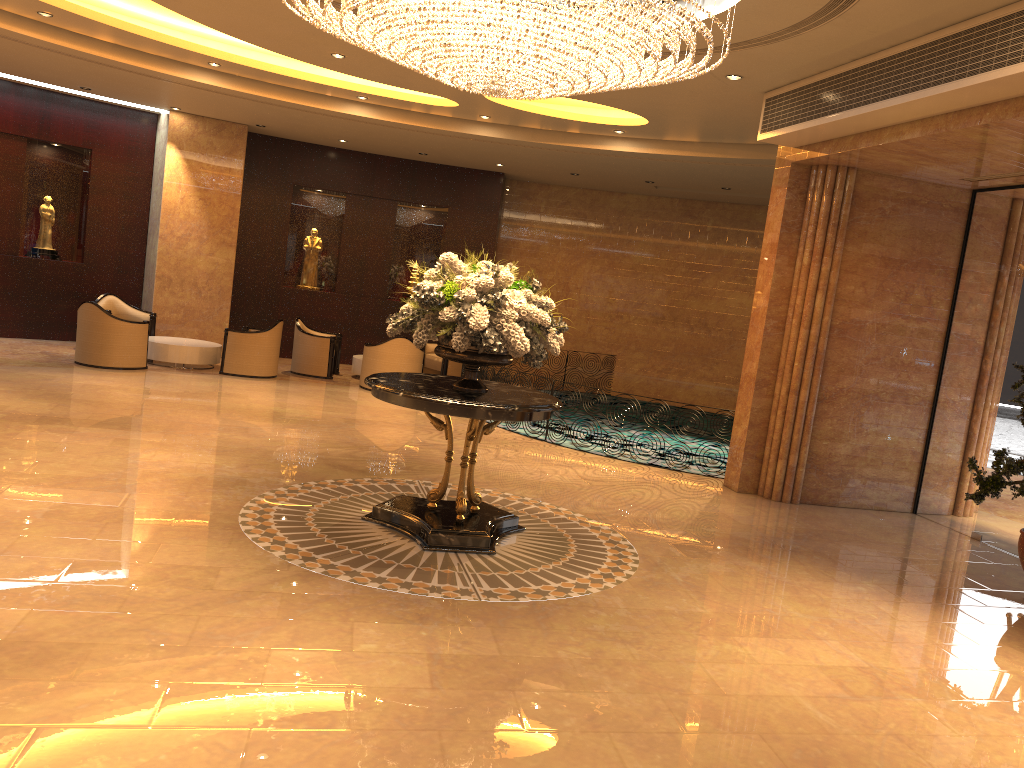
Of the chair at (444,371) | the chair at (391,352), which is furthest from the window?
the chair at (444,371)

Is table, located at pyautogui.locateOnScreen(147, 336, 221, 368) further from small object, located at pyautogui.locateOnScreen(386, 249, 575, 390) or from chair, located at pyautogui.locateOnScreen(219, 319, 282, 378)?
small object, located at pyautogui.locateOnScreen(386, 249, 575, 390)

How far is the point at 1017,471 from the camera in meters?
6.6

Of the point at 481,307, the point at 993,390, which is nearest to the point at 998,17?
the point at 481,307

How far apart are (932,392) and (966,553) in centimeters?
208cm

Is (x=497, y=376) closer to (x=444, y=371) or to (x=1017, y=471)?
(x=444, y=371)

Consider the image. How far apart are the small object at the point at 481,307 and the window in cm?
489

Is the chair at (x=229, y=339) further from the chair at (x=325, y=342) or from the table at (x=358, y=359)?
the table at (x=358, y=359)

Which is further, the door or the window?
the window

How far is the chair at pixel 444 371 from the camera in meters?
15.4 m
